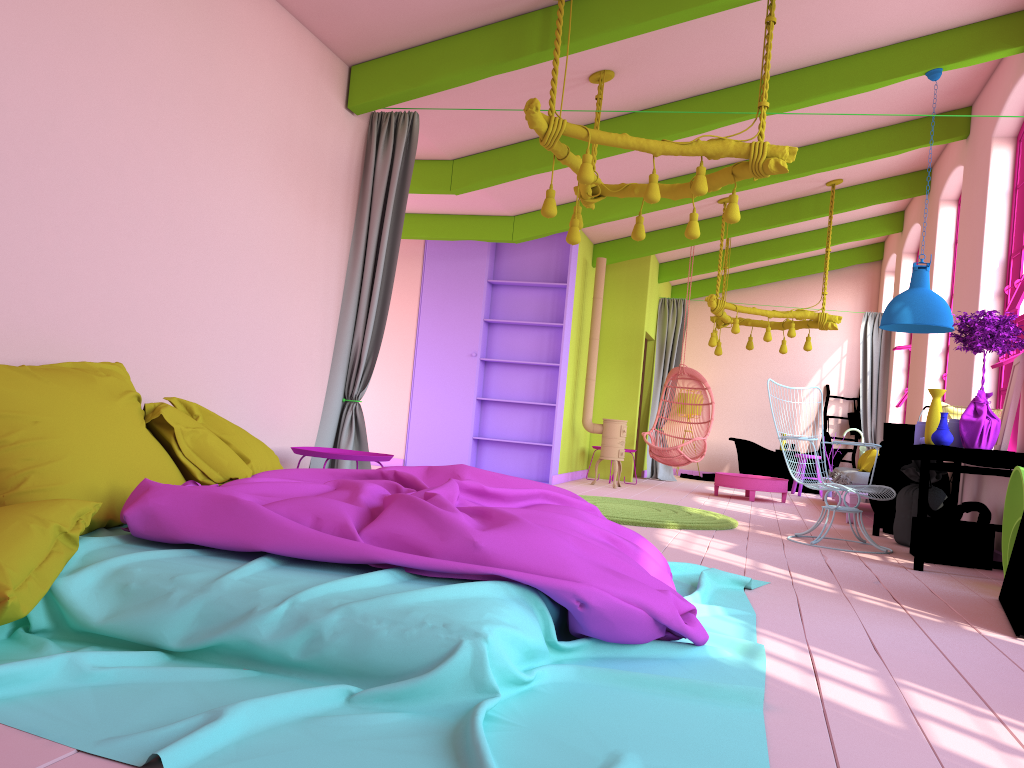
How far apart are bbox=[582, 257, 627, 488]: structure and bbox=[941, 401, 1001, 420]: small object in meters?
4.5 m

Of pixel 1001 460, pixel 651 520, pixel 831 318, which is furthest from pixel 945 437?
pixel 831 318

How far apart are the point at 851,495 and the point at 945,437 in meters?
3.0 m

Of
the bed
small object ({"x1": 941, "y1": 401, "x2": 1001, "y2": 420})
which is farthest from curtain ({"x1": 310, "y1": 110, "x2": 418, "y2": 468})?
small object ({"x1": 941, "y1": 401, "x2": 1001, "y2": 420})

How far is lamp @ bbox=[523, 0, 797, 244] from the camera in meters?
5.1 m

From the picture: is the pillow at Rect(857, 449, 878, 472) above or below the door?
above

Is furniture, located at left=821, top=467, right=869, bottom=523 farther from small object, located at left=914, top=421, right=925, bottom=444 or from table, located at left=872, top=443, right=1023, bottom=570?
small object, located at left=914, top=421, right=925, bottom=444

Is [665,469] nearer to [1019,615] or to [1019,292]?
[1019,292]

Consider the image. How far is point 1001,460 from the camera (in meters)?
5.62

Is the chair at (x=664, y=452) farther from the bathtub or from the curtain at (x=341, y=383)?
the curtain at (x=341, y=383)
